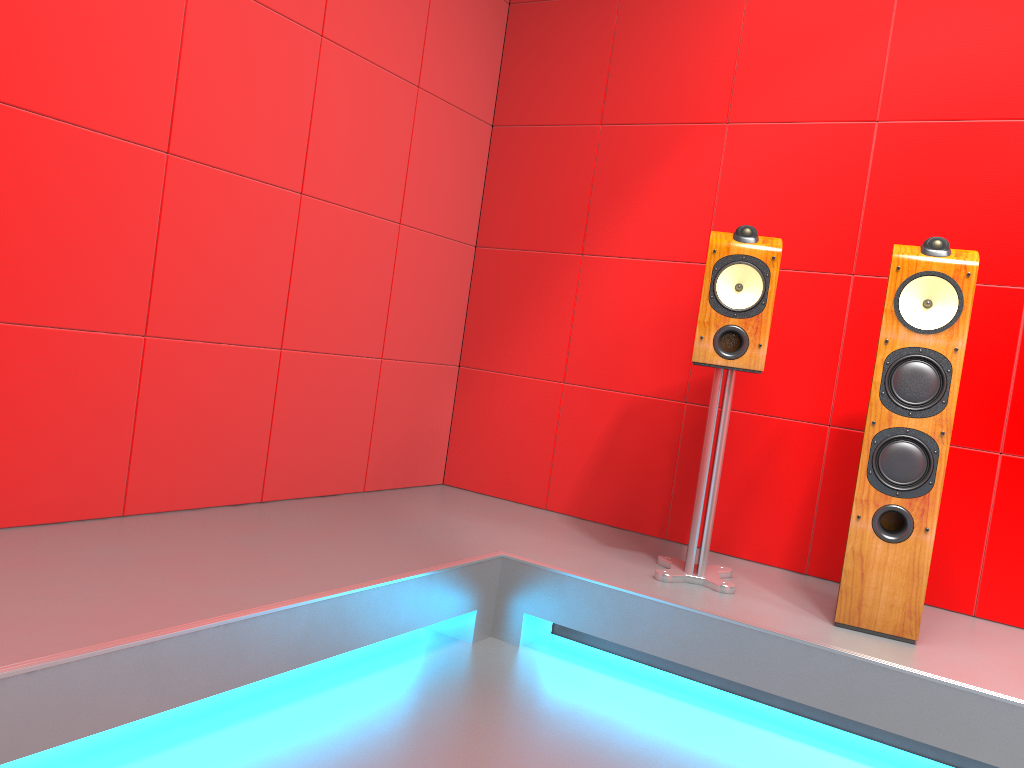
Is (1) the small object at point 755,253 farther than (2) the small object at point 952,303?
Yes

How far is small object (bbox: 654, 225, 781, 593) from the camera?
2.5m

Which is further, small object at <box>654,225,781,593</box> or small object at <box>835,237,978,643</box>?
small object at <box>654,225,781,593</box>

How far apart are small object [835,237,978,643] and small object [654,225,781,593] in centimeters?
31cm

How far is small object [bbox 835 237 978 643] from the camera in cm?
226

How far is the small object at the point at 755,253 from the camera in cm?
252

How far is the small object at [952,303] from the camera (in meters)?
2.26

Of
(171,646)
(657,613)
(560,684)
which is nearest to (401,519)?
(560,684)

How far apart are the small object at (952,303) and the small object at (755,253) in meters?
0.3
